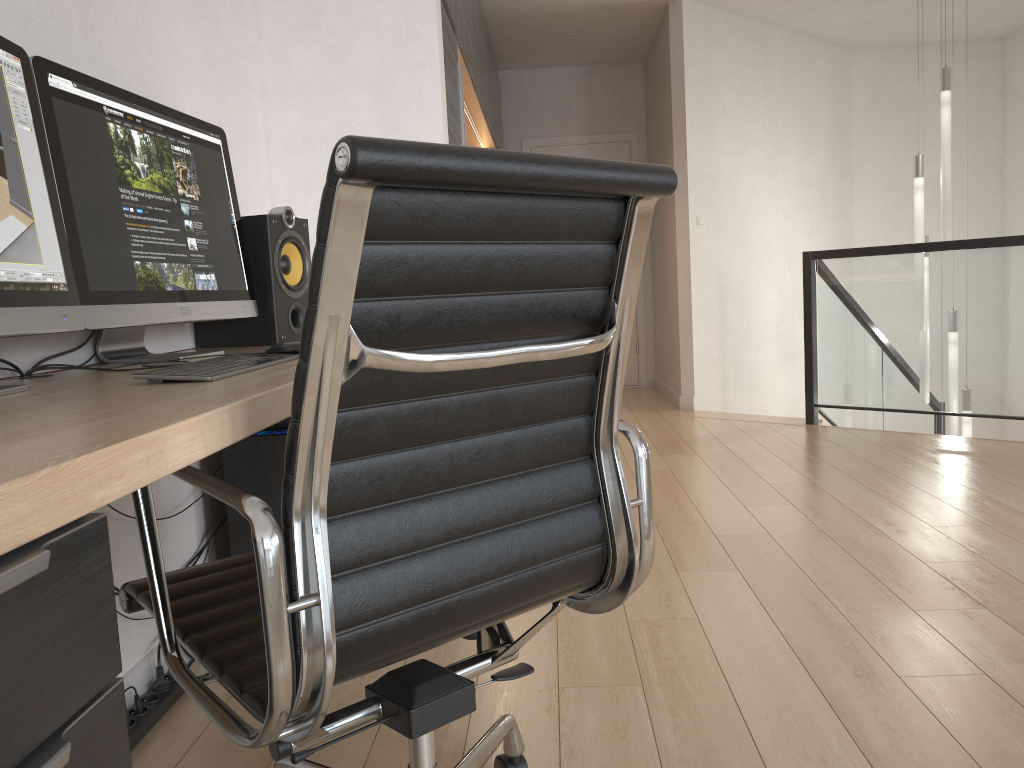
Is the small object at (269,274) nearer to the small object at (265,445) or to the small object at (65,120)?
the small object at (65,120)

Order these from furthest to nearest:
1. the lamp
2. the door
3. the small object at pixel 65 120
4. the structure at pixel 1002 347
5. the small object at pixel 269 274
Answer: the door < the lamp < the structure at pixel 1002 347 < the small object at pixel 269 274 < the small object at pixel 65 120

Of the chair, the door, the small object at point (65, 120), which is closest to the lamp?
the door

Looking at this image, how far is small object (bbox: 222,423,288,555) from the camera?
2.22m

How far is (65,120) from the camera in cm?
153

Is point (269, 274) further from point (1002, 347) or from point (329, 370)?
point (1002, 347)

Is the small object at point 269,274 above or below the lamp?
below

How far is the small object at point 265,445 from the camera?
2.2m

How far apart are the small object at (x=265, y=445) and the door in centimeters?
541cm

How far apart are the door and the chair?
6.2 meters
